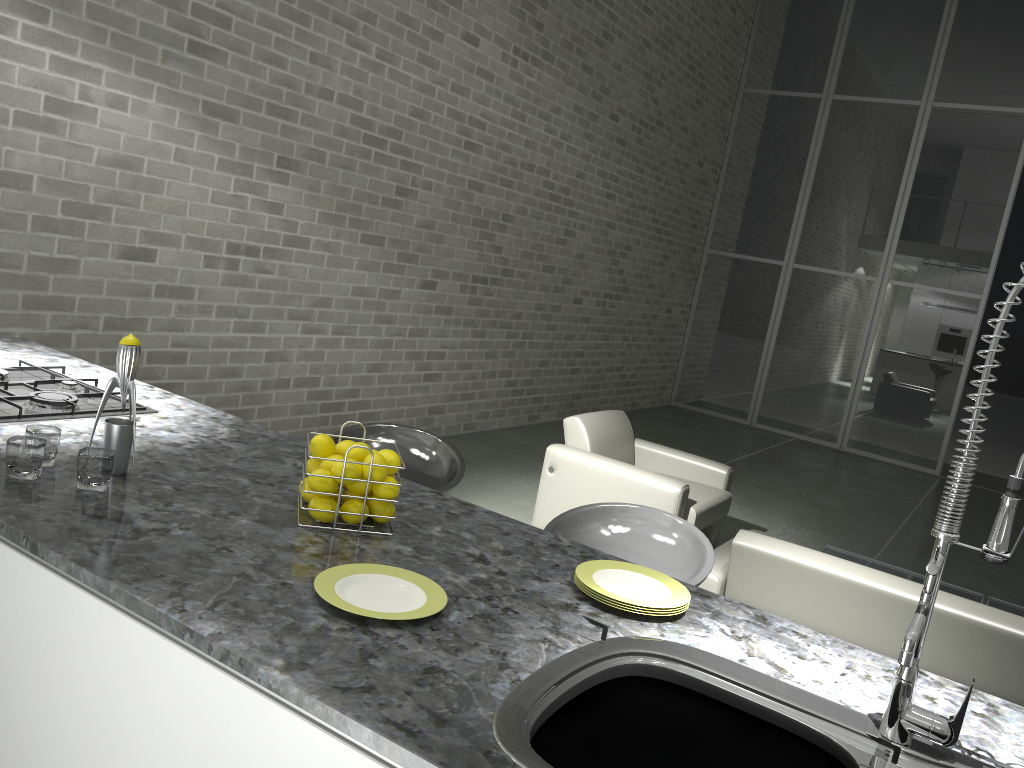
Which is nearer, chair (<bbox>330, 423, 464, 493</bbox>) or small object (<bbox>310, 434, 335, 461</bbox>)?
small object (<bbox>310, 434, 335, 461</bbox>)

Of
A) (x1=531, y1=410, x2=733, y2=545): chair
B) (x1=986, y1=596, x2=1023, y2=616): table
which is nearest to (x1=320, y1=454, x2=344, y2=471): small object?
(x1=531, y1=410, x2=733, y2=545): chair

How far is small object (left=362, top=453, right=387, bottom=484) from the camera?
1.72m

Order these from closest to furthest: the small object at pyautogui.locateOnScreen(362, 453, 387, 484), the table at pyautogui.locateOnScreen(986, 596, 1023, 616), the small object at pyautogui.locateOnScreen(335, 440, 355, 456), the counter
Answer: the counter, the small object at pyautogui.locateOnScreen(362, 453, 387, 484), the small object at pyautogui.locateOnScreen(335, 440, 355, 456), the table at pyautogui.locateOnScreen(986, 596, 1023, 616)

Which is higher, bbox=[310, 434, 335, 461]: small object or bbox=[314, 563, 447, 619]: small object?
bbox=[310, 434, 335, 461]: small object

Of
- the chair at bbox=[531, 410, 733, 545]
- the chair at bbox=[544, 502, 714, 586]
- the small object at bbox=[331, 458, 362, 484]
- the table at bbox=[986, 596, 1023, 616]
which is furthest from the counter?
the table at bbox=[986, 596, 1023, 616]

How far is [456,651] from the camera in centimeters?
131cm

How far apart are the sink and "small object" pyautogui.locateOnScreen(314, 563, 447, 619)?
0.20m

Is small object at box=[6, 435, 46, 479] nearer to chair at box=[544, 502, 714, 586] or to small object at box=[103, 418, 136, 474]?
small object at box=[103, 418, 136, 474]

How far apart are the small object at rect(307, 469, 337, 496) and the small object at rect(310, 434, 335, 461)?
0.09m
